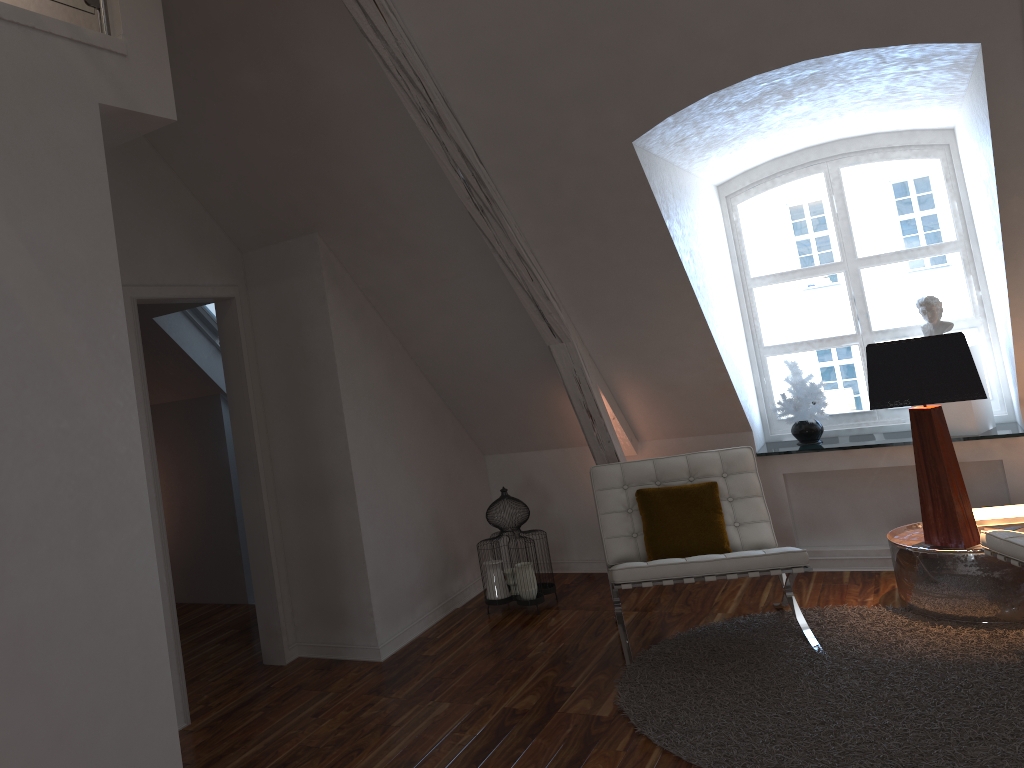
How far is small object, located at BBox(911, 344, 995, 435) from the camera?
4.06m

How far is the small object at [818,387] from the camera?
4.4m

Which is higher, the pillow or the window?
the window

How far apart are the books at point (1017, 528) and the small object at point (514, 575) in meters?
2.0 m

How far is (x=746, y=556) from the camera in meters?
3.3 m

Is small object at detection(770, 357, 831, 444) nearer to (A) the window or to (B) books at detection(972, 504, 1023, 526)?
(A) the window

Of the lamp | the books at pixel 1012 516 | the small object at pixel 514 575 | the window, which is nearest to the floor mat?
the lamp

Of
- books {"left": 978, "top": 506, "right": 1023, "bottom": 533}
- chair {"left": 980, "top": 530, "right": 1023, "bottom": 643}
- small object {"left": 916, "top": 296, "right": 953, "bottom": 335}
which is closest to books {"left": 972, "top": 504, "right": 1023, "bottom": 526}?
books {"left": 978, "top": 506, "right": 1023, "bottom": 533}

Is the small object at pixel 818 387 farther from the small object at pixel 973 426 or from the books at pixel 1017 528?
the books at pixel 1017 528

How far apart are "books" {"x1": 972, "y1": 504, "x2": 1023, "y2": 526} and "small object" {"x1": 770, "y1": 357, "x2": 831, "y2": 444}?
0.9m
